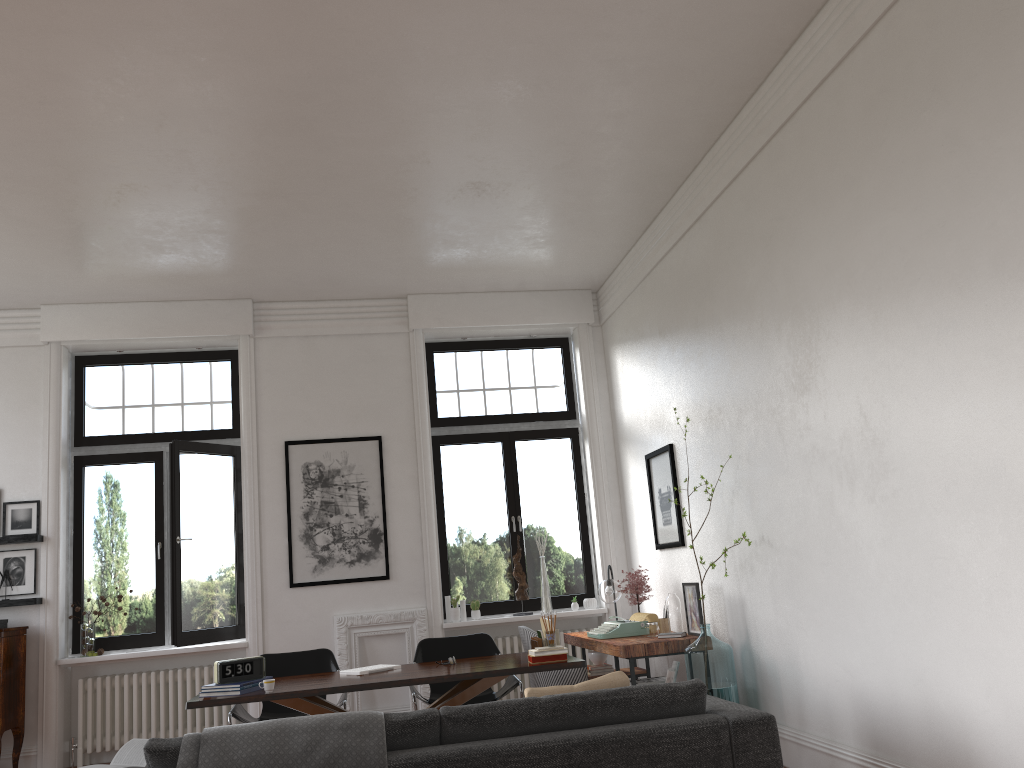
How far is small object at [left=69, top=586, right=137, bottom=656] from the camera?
7.5m

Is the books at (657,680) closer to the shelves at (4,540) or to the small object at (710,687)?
the small object at (710,687)

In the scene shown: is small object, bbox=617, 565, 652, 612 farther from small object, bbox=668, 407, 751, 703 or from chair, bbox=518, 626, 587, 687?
small object, bbox=668, 407, 751, 703

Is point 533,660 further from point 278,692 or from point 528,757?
point 528,757

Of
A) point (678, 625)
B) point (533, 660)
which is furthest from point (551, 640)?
point (678, 625)

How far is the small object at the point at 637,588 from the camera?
7.25m

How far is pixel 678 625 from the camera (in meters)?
6.44

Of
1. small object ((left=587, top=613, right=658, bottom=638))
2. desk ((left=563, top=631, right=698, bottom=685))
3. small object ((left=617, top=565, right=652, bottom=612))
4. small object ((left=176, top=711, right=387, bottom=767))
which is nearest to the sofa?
small object ((left=176, top=711, right=387, bottom=767))

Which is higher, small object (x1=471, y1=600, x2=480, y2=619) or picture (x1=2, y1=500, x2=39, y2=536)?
picture (x1=2, y1=500, x2=39, y2=536)

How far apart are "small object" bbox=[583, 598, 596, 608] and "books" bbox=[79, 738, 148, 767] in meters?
5.3 m
